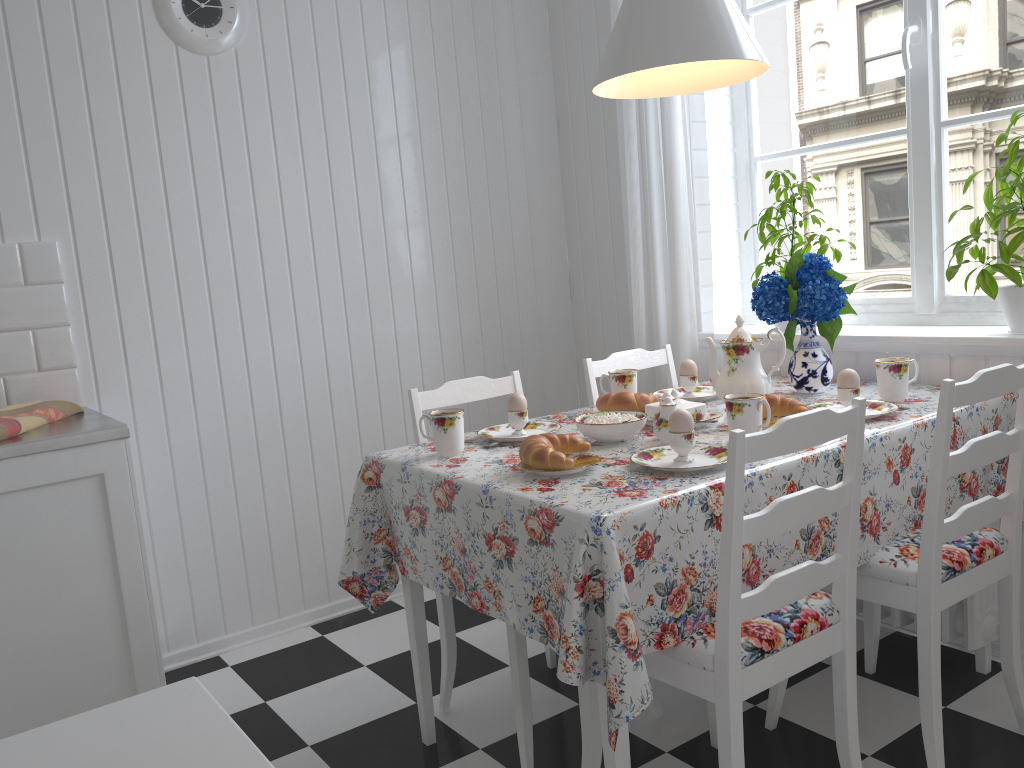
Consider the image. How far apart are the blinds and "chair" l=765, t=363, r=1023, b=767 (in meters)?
0.88

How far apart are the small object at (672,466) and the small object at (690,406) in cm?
25

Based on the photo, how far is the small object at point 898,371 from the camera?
2.1 meters

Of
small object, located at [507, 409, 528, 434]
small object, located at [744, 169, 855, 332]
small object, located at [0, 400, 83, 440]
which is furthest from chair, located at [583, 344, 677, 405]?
small object, located at [0, 400, 83, 440]

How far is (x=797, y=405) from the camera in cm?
193

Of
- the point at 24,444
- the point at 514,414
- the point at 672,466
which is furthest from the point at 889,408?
the point at 24,444

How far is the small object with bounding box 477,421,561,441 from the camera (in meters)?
2.08

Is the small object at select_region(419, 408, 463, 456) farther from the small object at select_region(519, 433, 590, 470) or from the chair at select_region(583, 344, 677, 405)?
the chair at select_region(583, 344, 677, 405)

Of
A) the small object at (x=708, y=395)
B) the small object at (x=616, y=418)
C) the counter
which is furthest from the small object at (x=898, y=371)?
the counter

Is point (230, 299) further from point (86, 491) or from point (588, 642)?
point (588, 642)
